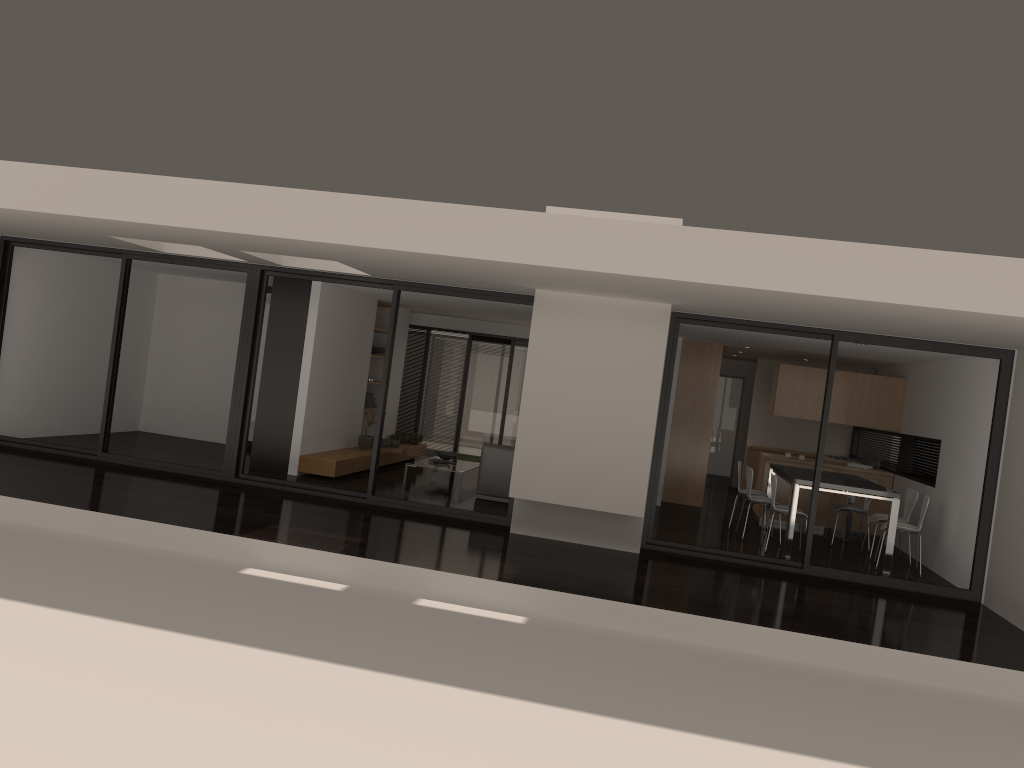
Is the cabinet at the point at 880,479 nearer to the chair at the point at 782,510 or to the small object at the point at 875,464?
the small object at the point at 875,464

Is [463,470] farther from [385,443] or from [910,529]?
[910,529]

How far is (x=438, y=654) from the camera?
5.4 meters

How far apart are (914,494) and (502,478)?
4.82m

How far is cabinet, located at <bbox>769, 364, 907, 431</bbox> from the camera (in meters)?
12.02

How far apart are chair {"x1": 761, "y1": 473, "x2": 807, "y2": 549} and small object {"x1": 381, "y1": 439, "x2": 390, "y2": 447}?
5.84m

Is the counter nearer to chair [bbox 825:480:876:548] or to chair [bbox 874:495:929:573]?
chair [bbox 825:480:876:548]

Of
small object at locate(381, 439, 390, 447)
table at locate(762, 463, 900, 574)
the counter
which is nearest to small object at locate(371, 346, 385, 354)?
small object at locate(381, 439, 390, 447)

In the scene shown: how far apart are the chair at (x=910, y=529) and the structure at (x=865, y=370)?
4.5 meters

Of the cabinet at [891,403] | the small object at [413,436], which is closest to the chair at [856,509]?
the cabinet at [891,403]
